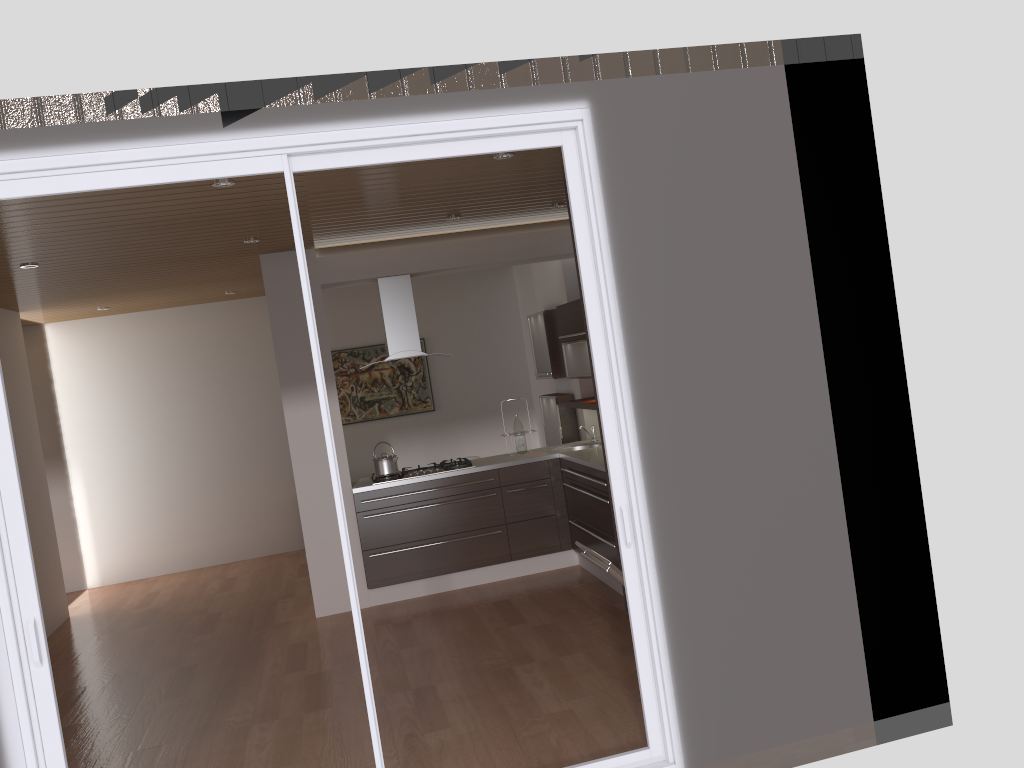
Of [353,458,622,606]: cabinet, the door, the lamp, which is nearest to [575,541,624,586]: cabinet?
the door

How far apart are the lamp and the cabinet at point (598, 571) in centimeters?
293cm

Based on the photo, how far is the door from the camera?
3.0m

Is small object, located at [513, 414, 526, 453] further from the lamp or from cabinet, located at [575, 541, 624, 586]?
the lamp

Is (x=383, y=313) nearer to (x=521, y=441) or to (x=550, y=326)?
(x=521, y=441)

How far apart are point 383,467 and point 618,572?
2.83m

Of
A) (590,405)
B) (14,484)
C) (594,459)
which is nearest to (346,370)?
(590,405)

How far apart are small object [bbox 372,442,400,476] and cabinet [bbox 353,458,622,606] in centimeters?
15cm

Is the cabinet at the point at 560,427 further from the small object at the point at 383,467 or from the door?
the door

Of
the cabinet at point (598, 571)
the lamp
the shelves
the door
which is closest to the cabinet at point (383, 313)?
the shelves
